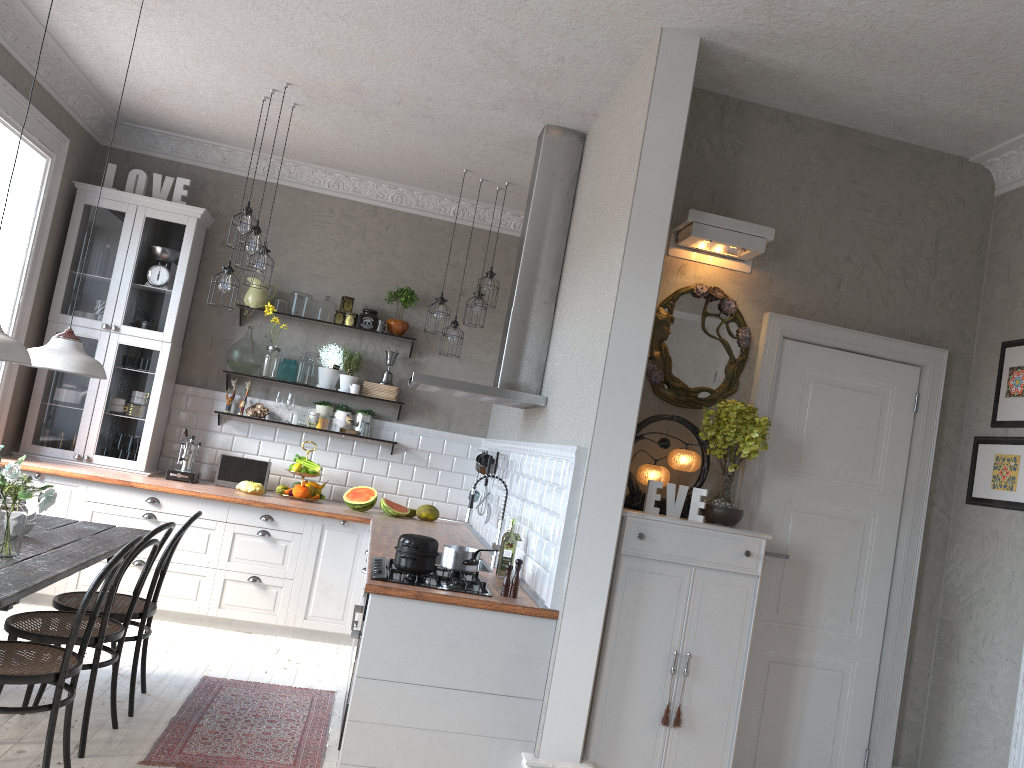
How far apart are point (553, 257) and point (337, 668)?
2.8m

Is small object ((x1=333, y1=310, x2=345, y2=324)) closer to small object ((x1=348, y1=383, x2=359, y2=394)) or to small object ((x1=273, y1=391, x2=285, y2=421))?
small object ((x1=348, y1=383, x2=359, y2=394))

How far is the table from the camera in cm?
306

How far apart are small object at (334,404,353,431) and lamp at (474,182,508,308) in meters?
1.5

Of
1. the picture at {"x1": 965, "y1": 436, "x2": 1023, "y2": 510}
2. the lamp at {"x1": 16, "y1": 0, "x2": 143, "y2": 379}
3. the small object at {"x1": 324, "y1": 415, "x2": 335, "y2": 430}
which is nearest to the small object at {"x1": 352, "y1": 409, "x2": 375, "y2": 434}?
the small object at {"x1": 324, "y1": 415, "x2": 335, "y2": 430}

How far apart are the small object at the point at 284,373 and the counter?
0.9 meters

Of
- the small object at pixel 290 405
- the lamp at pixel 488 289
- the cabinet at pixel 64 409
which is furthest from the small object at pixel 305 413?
the lamp at pixel 488 289

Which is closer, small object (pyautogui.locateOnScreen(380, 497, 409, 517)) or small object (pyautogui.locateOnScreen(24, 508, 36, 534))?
small object (pyautogui.locateOnScreen(24, 508, 36, 534))

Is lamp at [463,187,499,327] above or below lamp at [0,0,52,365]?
above

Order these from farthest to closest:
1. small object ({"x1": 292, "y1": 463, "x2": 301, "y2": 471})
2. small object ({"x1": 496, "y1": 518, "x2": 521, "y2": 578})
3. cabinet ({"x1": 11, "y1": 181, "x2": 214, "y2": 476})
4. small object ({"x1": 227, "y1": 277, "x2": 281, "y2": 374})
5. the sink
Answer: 1. small object ({"x1": 227, "y1": 277, "x2": 281, "y2": 374})
2. small object ({"x1": 292, "y1": 463, "x2": 301, "y2": 471})
3. cabinet ({"x1": 11, "y1": 181, "x2": 214, "y2": 476})
4. the sink
5. small object ({"x1": 496, "y1": 518, "x2": 521, "y2": 578})
